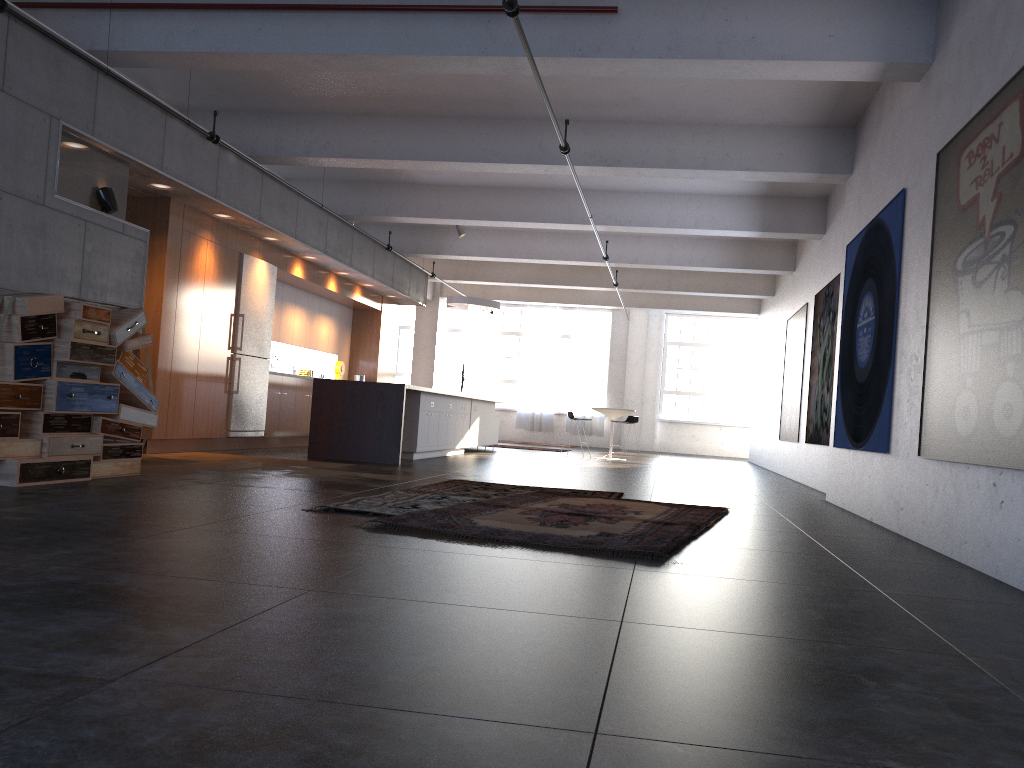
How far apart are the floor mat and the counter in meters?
3.4

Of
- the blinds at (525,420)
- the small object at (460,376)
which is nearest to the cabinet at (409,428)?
the small object at (460,376)

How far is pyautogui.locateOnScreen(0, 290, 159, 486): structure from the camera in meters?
5.8 m

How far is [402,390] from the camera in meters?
10.6 m

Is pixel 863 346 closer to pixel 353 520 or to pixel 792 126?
pixel 792 126

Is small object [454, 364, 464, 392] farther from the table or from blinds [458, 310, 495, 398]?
the table

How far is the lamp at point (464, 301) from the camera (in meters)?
16.16

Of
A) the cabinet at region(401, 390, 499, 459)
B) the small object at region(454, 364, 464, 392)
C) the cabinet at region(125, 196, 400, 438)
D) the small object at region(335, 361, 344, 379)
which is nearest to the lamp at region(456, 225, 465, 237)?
the cabinet at region(125, 196, 400, 438)

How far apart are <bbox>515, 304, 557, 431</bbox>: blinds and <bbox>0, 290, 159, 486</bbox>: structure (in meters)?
16.96

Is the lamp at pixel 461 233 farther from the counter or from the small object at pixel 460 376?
the small object at pixel 460 376
